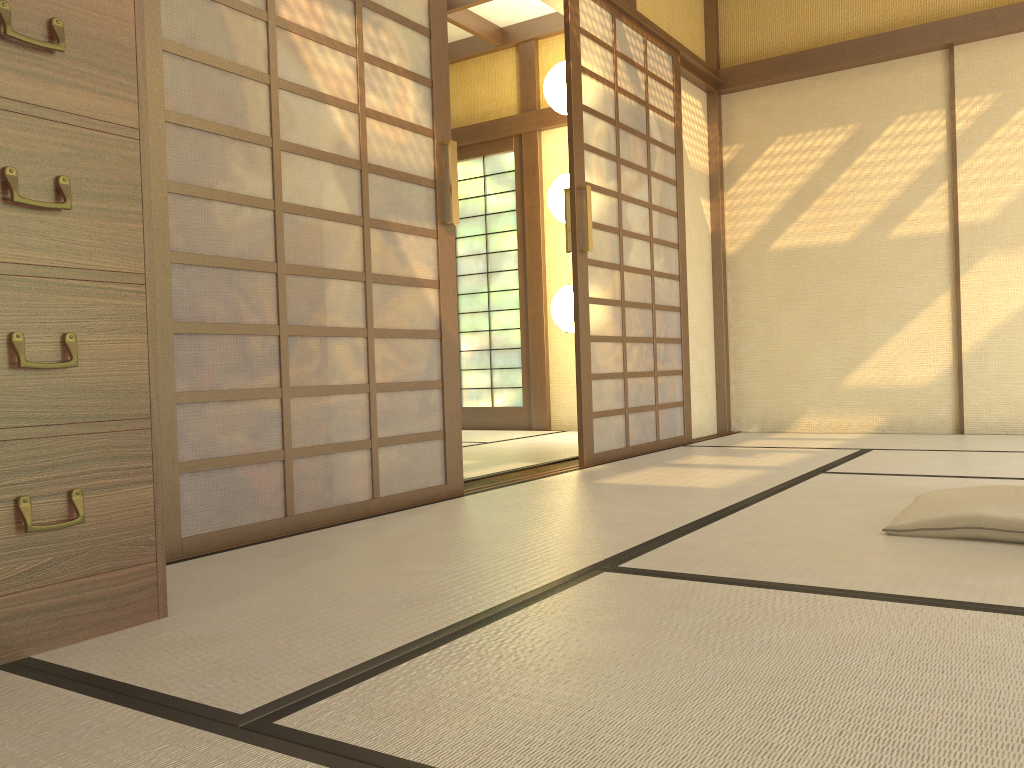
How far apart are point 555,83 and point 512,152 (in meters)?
1.19

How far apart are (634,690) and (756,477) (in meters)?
2.36

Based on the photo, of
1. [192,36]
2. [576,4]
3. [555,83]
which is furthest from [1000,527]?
[555,83]

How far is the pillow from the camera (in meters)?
2.09

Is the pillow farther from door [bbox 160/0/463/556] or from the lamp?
the lamp

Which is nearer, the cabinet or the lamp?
the cabinet

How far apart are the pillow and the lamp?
3.37m

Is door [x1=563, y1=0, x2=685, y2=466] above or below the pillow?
above

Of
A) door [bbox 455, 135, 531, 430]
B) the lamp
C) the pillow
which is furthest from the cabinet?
door [bbox 455, 135, 531, 430]

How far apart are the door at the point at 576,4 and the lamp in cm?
79
